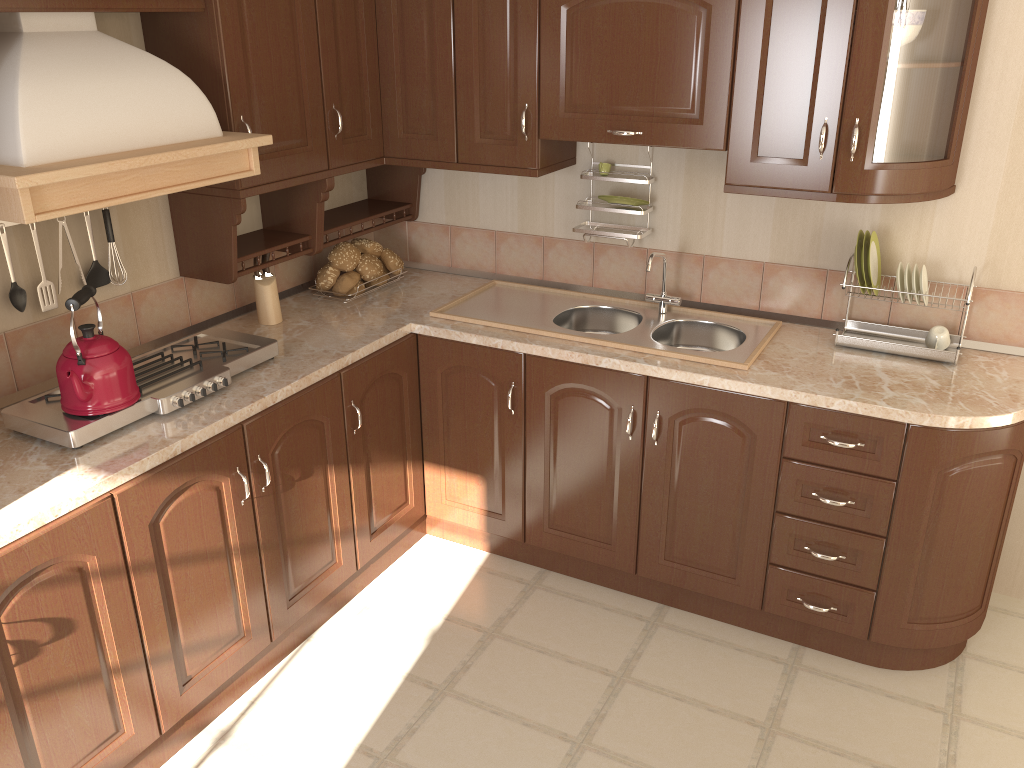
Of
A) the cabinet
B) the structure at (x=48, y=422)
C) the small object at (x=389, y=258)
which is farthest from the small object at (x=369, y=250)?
the structure at (x=48, y=422)

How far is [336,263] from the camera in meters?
3.2

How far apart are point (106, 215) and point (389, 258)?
1.08m

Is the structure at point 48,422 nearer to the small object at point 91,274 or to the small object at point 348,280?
the small object at point 91,274

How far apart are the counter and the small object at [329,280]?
0.05m

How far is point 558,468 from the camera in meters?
2.9

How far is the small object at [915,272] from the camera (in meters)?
2.59

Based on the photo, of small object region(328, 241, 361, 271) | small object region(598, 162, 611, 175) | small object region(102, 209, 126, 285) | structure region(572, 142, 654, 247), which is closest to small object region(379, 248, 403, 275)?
small object region(328, 241, 361, 271)

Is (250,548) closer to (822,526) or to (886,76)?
(822,526)

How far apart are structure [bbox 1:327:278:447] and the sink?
0.59m
